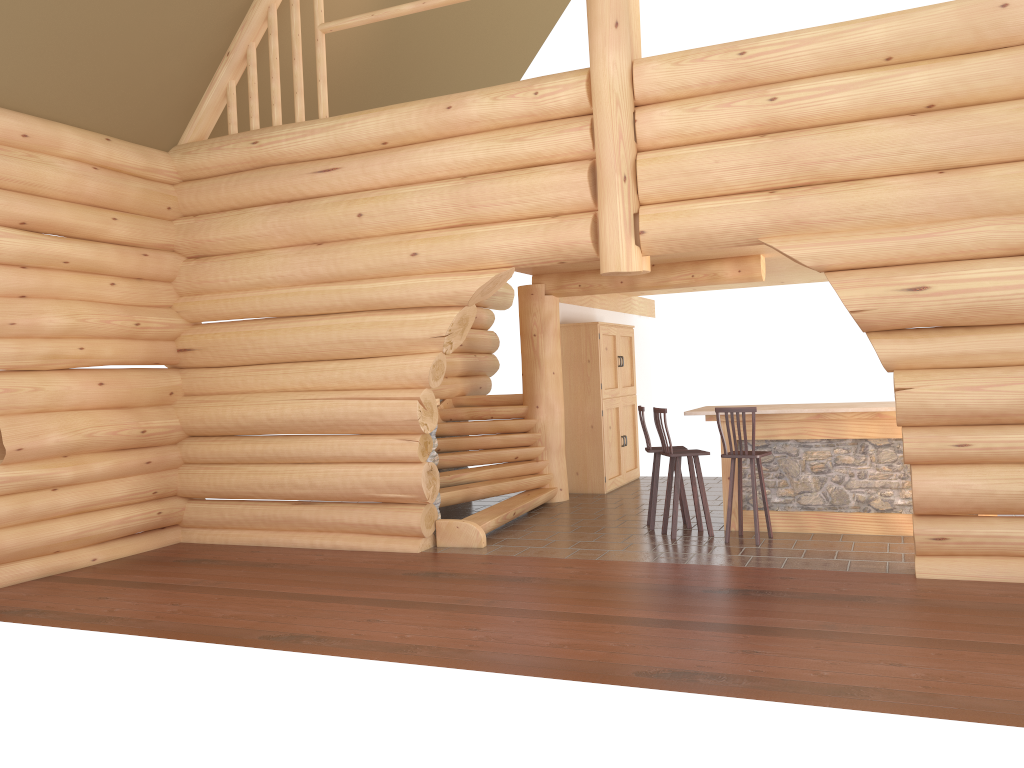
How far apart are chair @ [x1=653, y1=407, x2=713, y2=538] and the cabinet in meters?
3.2

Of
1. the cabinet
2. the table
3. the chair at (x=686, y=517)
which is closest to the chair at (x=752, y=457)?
the table

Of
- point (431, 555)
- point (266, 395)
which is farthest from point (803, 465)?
point (266, 395)

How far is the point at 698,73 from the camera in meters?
7.6

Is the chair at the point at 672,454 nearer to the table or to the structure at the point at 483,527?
the table

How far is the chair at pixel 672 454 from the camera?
8.9 meters

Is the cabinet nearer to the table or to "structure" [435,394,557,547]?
"structure" [435,394,557,547]

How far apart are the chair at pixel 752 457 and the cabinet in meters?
3.9

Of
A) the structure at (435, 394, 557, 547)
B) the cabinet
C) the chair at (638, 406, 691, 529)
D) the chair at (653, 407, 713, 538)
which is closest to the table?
the chair at (653, 407, 713, 538)

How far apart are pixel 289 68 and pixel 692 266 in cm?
544
